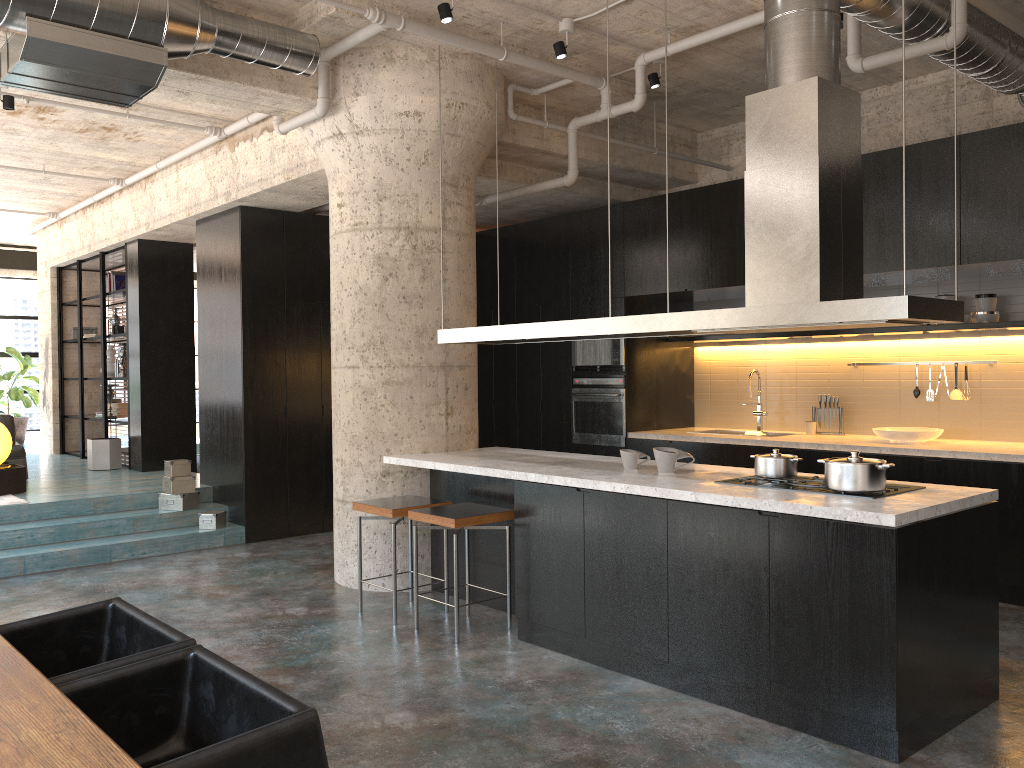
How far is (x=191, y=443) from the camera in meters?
10.1

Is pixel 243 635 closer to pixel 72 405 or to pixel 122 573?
pixel 122 573

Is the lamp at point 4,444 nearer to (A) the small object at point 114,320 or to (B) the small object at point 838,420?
(A) the small object at point 114,320

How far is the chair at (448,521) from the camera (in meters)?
4.93

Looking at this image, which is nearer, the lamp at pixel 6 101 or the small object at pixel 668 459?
the small object at pixel 668 459

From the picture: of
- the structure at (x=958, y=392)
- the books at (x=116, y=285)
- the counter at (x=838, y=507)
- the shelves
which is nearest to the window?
the books at (x=116, y=285)

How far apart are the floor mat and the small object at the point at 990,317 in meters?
7.8 m

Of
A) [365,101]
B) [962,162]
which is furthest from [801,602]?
[365,101]

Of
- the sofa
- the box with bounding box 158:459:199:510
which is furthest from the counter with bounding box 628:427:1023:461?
the sofa

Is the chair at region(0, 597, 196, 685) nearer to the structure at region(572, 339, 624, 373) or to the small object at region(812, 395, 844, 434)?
the structure at region(572, 339, 624, 373)
